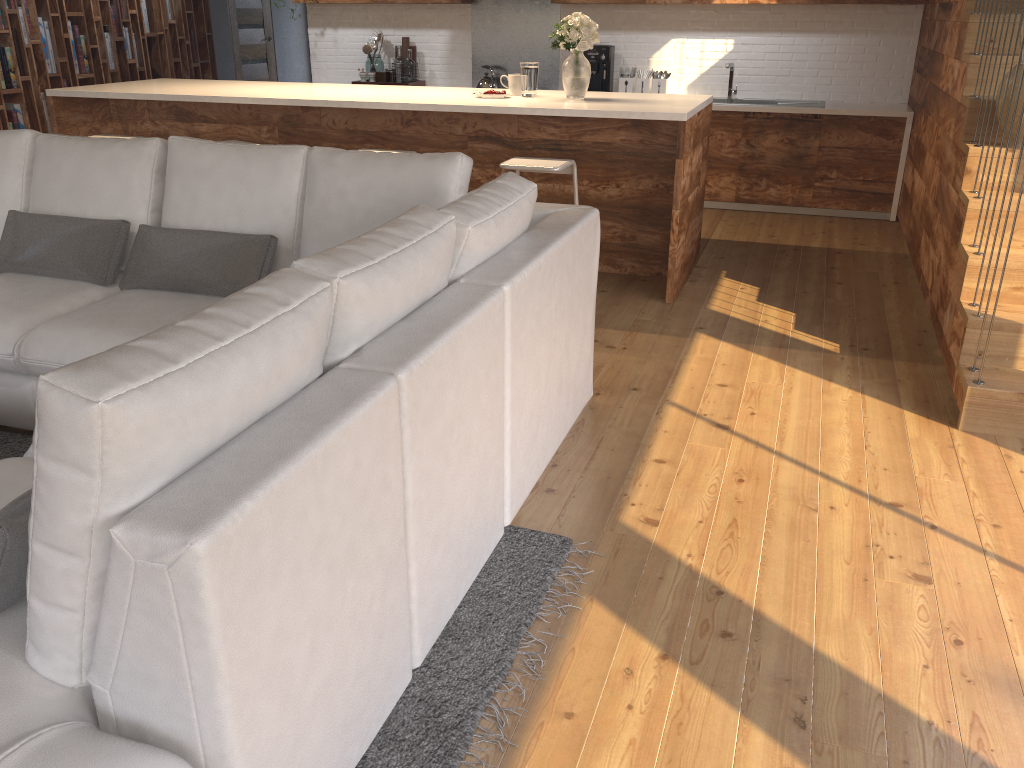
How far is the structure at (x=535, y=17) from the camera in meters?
7.5 m

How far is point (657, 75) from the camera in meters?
7.2 m

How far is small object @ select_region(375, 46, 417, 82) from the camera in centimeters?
769cm

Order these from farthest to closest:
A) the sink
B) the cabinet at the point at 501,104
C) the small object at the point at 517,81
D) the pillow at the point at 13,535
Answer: the sink, the small object at the point at 517,81, the cabinet at the point at 501,104, the pillow at the point at 13,535

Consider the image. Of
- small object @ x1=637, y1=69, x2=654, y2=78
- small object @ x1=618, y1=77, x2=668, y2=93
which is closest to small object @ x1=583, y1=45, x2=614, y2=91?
small object @ x1=618, y1=77, x2=668, y2=93

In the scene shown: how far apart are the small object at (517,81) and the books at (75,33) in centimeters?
504cm

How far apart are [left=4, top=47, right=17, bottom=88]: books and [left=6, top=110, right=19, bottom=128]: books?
0.2 meters

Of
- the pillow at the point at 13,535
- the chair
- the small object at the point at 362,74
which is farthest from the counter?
the pillow at the point at 13,535

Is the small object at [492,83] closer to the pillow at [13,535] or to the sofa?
the sofa

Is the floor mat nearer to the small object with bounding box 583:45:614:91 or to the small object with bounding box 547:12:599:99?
the small object with bounding box 547:12:599:99
